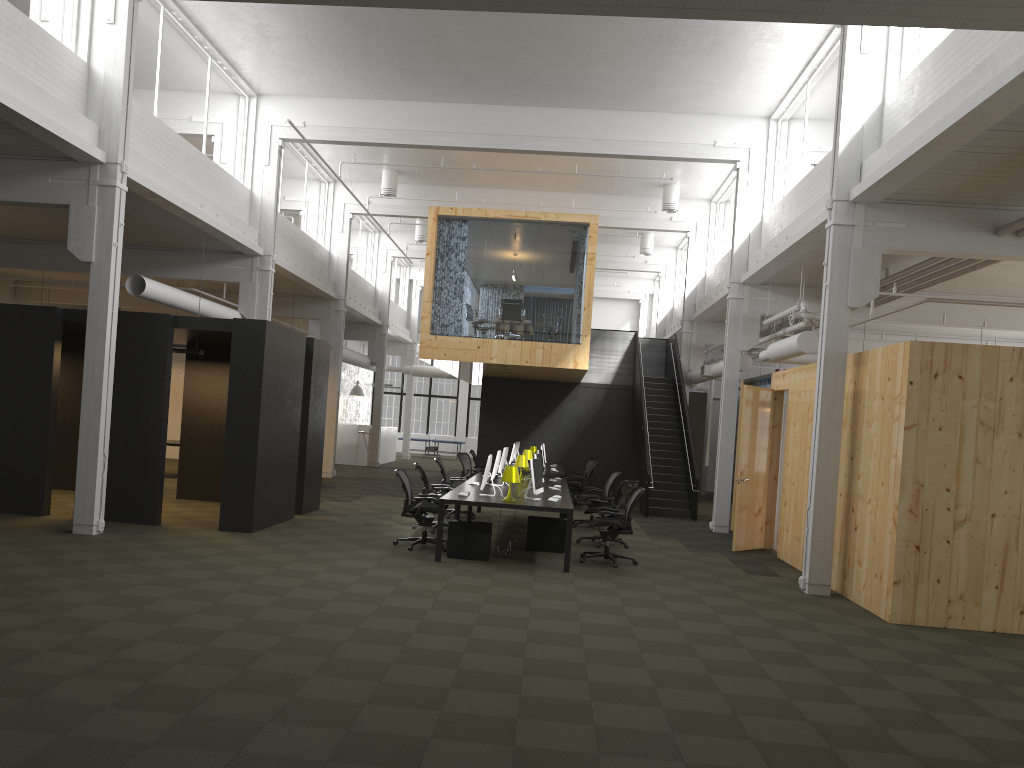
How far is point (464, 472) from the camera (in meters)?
18.63

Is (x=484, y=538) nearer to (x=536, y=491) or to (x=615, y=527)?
(x=536, y=491)

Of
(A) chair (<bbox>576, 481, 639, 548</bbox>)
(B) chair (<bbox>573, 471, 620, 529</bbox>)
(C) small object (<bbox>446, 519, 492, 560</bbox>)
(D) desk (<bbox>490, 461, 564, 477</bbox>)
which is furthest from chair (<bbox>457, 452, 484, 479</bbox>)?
(C) small object (<bbox>446, 519, 492, 560</bbox>)

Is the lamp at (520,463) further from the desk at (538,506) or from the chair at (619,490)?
the chair at (619,490)

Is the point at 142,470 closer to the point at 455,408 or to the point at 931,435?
the point at 931,435

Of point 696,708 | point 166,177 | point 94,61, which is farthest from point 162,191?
point 696,708

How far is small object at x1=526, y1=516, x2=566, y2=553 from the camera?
11.9 meters

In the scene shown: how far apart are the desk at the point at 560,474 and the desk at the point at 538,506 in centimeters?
232cm

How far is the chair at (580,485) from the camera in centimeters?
1859cm

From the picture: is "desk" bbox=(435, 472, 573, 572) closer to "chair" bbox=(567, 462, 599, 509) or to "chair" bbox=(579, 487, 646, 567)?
"chair" bbox=(579, 487, 646, 567)
